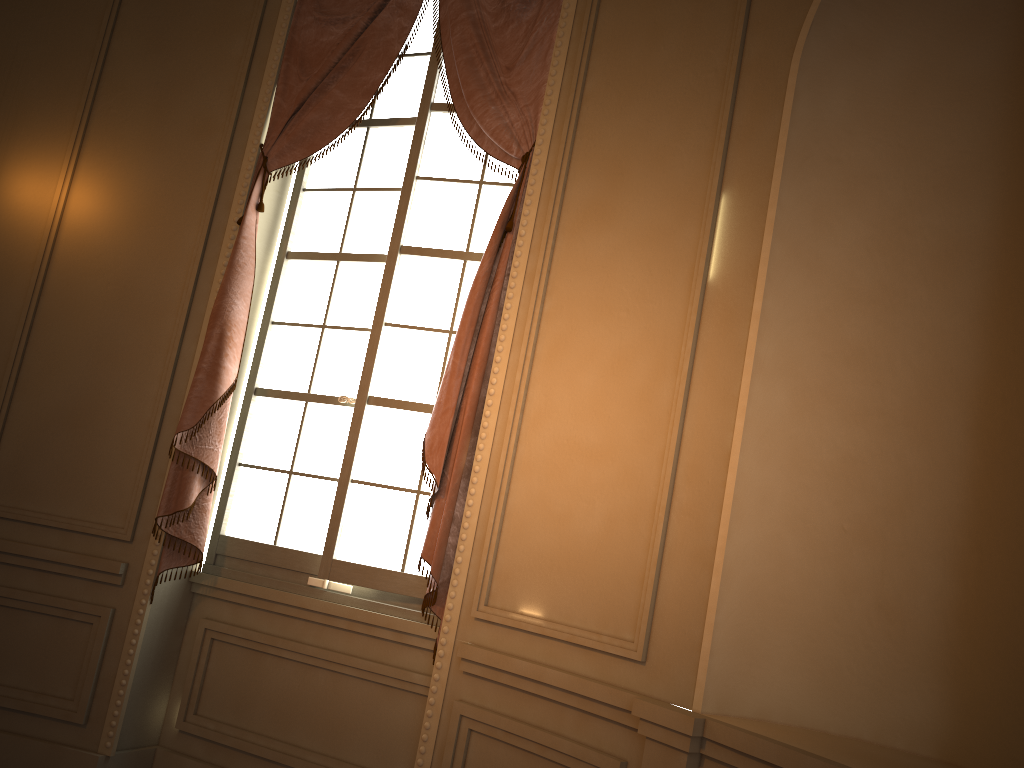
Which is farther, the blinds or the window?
the window

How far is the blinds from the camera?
3.1 meters

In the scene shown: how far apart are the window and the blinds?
0.1 meters

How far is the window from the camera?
3.4 meters

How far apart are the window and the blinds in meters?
0.1 m

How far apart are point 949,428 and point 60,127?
3.74m

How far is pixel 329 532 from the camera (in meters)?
3.38

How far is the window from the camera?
3.38m

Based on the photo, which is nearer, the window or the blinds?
the blinds
